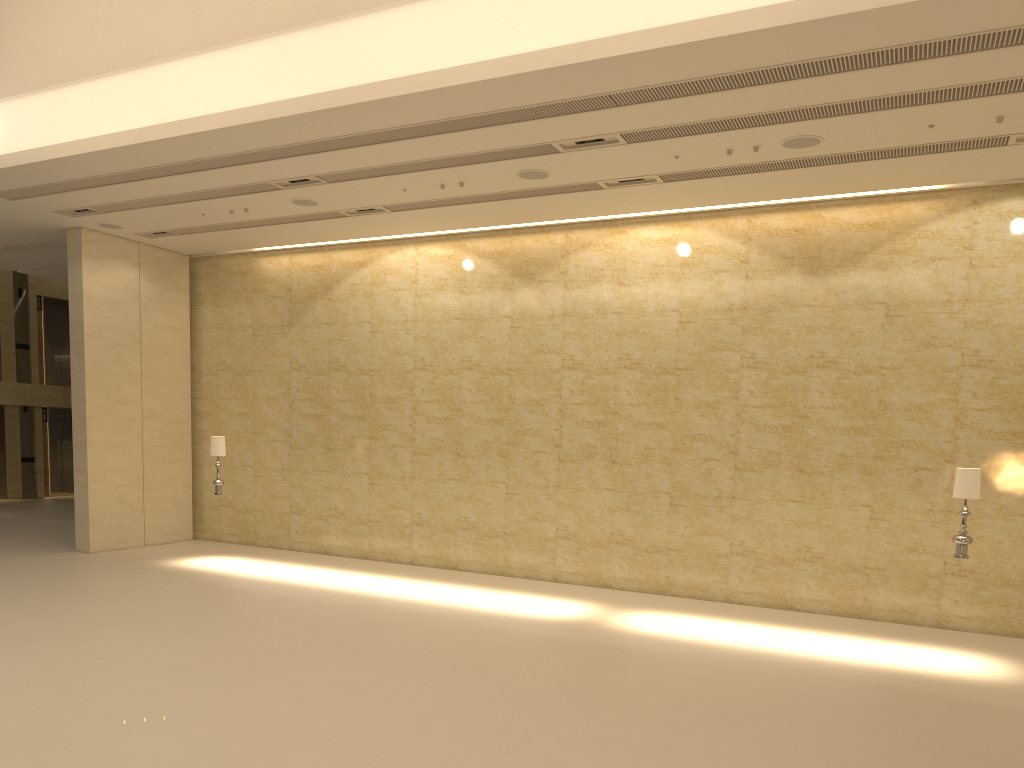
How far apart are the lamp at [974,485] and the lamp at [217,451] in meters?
11.1 m

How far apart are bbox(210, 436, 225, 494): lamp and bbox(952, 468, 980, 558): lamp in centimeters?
1114cm

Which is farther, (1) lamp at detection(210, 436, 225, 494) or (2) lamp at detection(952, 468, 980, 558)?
(1) lamp at detection(210, 436, 225, 494)

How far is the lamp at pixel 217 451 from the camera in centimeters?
1481cm

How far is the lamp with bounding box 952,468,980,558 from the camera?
10.2 meters

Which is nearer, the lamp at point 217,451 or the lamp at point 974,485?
the lamp at point 974,485

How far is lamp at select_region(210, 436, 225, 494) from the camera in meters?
14.8

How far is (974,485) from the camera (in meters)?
10.15

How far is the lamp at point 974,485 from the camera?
10.2m
